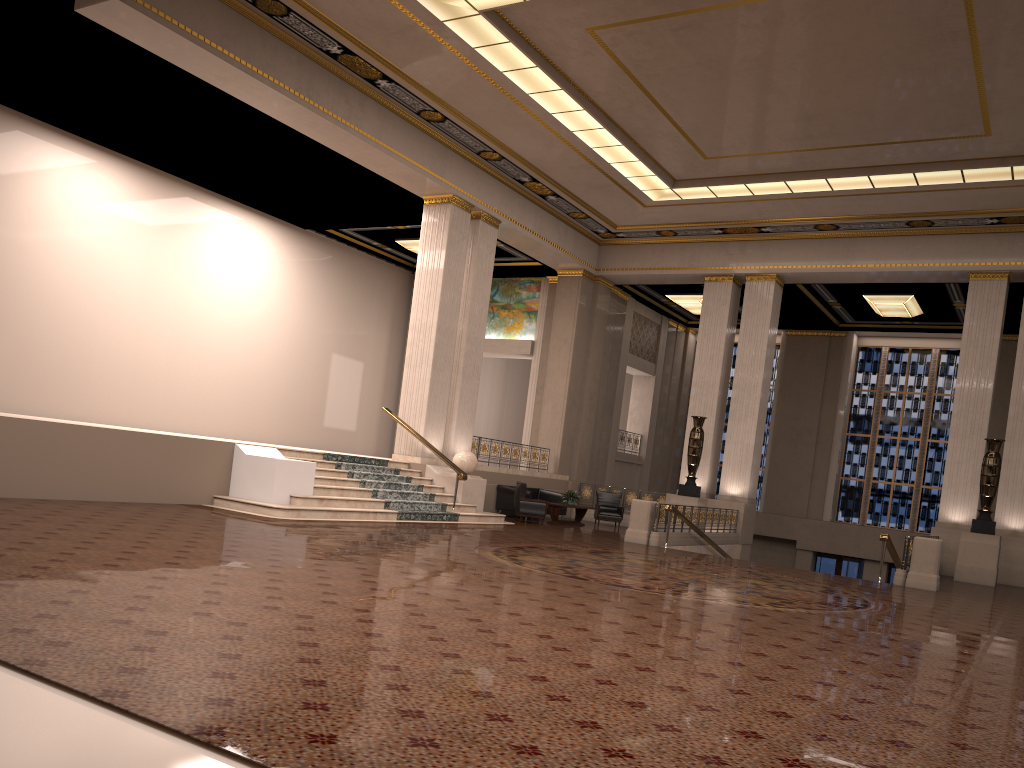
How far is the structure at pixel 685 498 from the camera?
19.6m

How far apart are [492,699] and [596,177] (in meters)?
16.09

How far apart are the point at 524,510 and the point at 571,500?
1.70m

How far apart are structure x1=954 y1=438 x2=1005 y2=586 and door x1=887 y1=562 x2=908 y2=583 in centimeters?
881cm

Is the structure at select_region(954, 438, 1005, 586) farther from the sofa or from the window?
the window

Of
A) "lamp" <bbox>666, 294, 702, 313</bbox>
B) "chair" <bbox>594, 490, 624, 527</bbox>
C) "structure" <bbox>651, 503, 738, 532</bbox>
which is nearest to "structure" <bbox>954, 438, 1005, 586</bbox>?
"structure" <bbox>651, 503, 738, 532</bbox>

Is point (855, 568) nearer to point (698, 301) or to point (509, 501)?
point (698, 301)

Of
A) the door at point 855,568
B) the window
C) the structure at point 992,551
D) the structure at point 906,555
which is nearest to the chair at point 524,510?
the structure at point 906,555

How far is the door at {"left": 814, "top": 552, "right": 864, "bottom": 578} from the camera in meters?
25.5 m

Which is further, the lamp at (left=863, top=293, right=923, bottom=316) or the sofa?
the lamp at (left=863, top=293, right=923, bottom=316)
